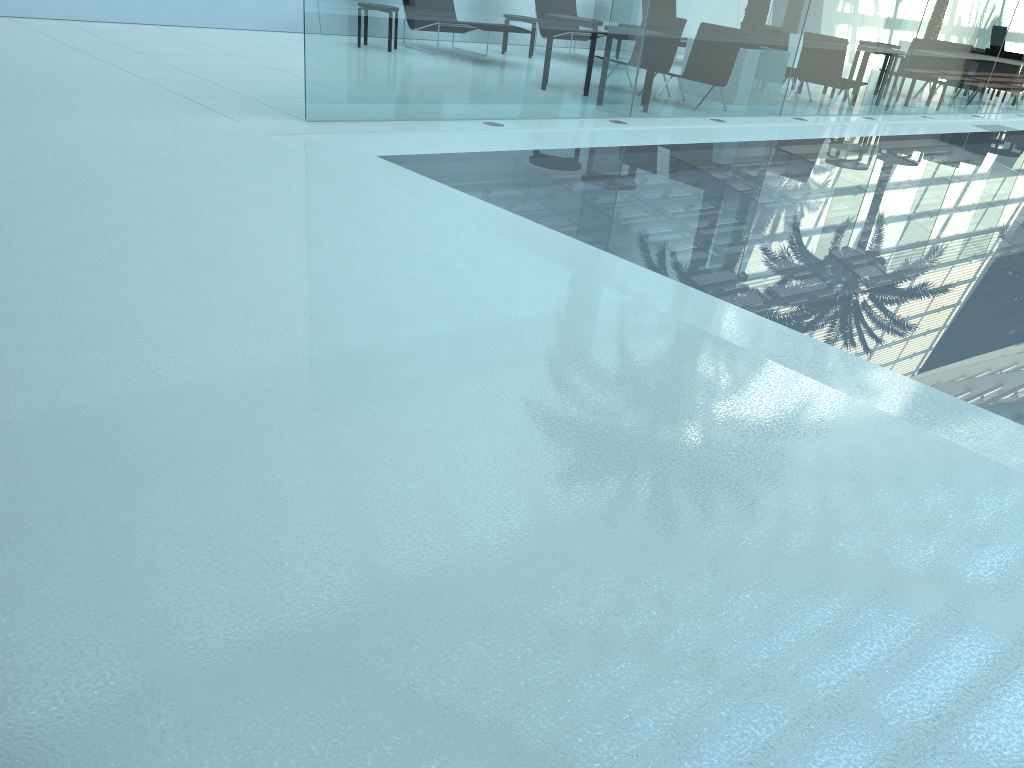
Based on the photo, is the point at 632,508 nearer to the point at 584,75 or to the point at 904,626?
the point at 904,626
